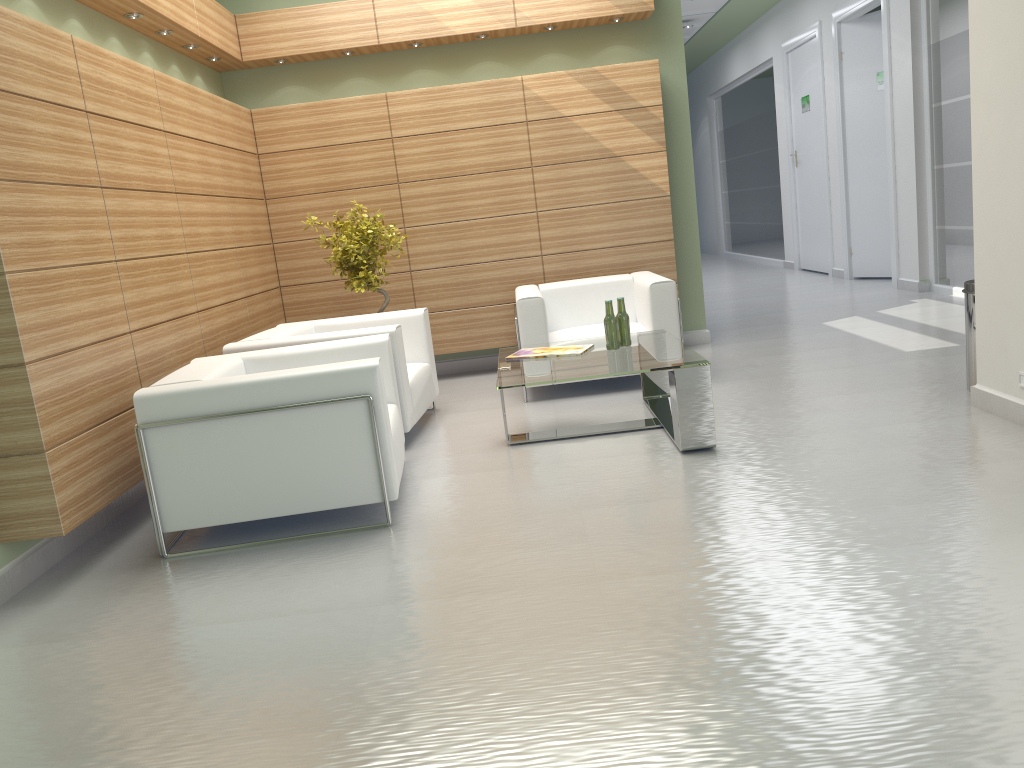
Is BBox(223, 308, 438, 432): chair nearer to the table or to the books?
the table

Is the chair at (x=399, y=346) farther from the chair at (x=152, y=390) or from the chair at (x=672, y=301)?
the chair at (x=672, y=301)

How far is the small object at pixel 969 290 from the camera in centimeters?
816cm

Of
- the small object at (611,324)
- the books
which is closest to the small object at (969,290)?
the small object at (611,324)

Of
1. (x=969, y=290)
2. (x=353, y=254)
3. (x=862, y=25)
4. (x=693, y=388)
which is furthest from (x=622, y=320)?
(x=862, y=25)

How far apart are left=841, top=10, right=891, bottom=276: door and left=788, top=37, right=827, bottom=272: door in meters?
1.7 m

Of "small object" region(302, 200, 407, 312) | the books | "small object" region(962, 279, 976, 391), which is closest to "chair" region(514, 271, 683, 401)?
the books

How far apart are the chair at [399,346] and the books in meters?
1.1

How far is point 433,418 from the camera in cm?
1003

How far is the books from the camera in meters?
8.5
